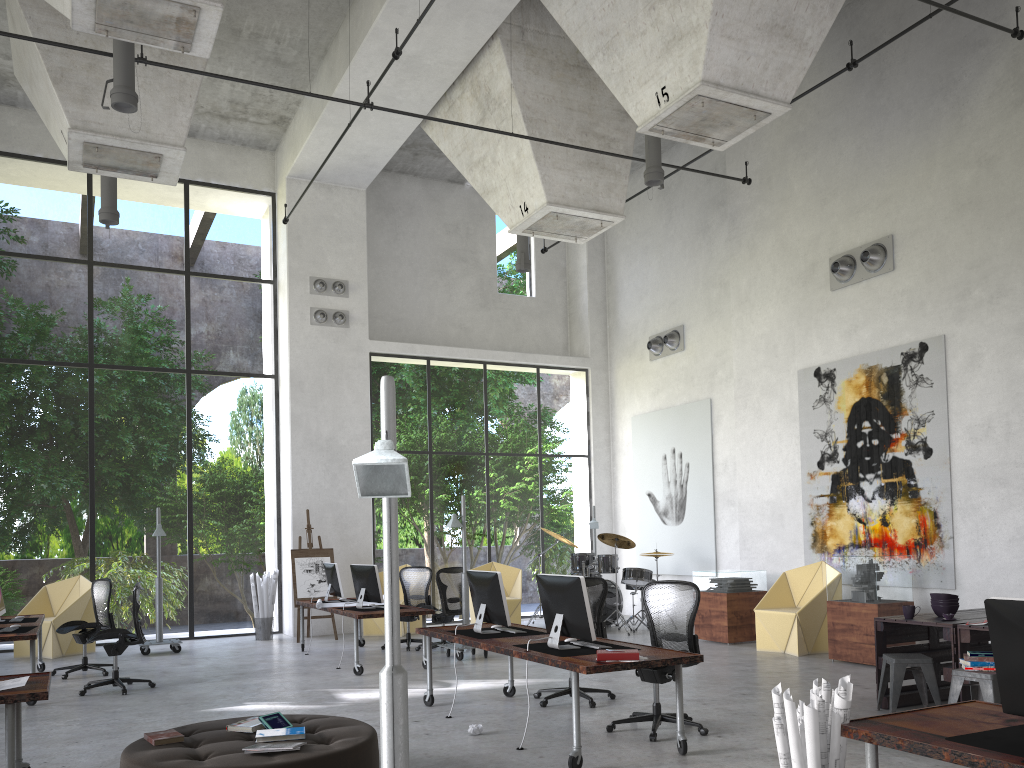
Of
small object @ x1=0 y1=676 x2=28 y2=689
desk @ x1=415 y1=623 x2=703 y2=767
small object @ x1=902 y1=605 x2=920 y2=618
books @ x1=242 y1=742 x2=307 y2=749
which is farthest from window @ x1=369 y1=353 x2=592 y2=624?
books @ x1=242 y1=742 x2=307 y2=749

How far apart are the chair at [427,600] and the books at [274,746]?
7.7 meters

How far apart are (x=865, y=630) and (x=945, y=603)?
2.58m

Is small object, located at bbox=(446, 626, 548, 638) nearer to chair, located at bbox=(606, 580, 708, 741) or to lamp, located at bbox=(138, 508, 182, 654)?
chair, located at bbox=(606, 580, 708, 741)

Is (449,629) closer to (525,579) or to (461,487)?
(461,487)

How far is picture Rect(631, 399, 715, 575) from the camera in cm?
1497

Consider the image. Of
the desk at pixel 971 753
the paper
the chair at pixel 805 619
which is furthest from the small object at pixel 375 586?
the desk at pixel 971 753

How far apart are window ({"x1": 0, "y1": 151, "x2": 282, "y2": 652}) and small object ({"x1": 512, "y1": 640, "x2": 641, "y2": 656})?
9.6 meters

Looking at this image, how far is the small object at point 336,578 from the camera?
12.0 meters

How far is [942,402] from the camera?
10.5m
